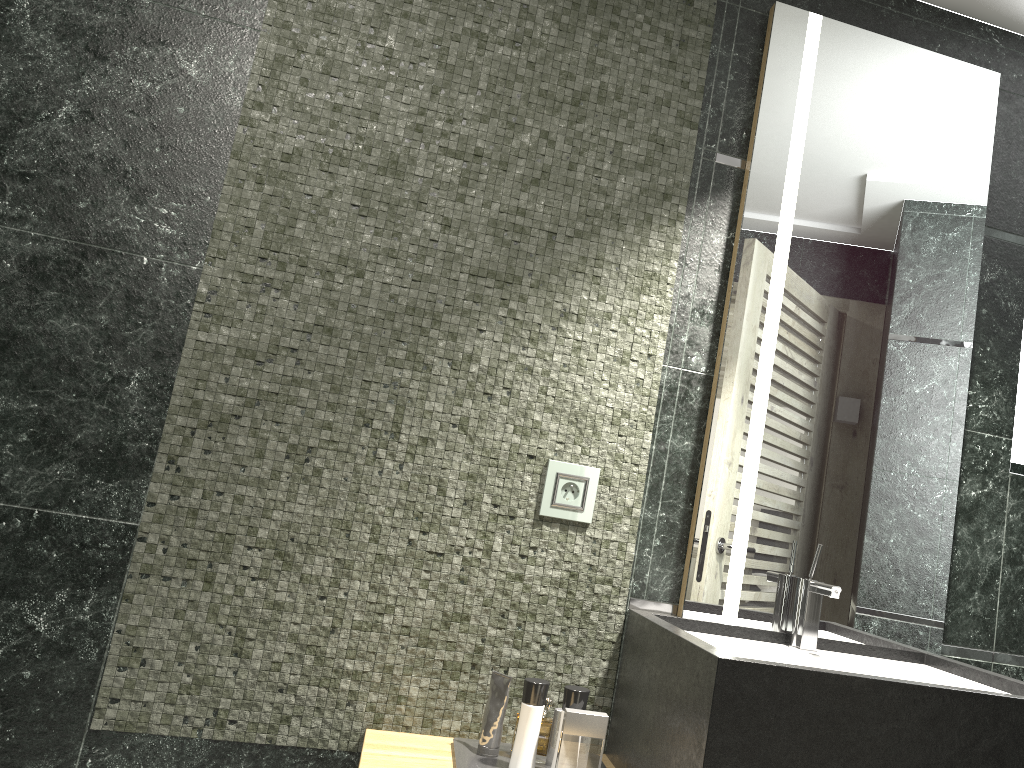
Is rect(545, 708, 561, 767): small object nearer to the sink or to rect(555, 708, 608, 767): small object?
rect(555, 708, 608, 767): small object

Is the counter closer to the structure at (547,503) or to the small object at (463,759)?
the small object at (463,759)

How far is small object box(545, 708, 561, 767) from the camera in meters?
9.3 m

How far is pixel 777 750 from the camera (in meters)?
1.40

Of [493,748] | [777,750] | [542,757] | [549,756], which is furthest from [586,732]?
[542,757]

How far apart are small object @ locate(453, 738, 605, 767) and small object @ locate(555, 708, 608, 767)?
0.2m

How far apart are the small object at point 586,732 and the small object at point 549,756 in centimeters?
227cm

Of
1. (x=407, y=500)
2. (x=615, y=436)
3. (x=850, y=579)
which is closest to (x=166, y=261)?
(x=407, y=500)

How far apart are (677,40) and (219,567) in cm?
167

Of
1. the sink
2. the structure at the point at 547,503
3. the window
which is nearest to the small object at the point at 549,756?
the window
